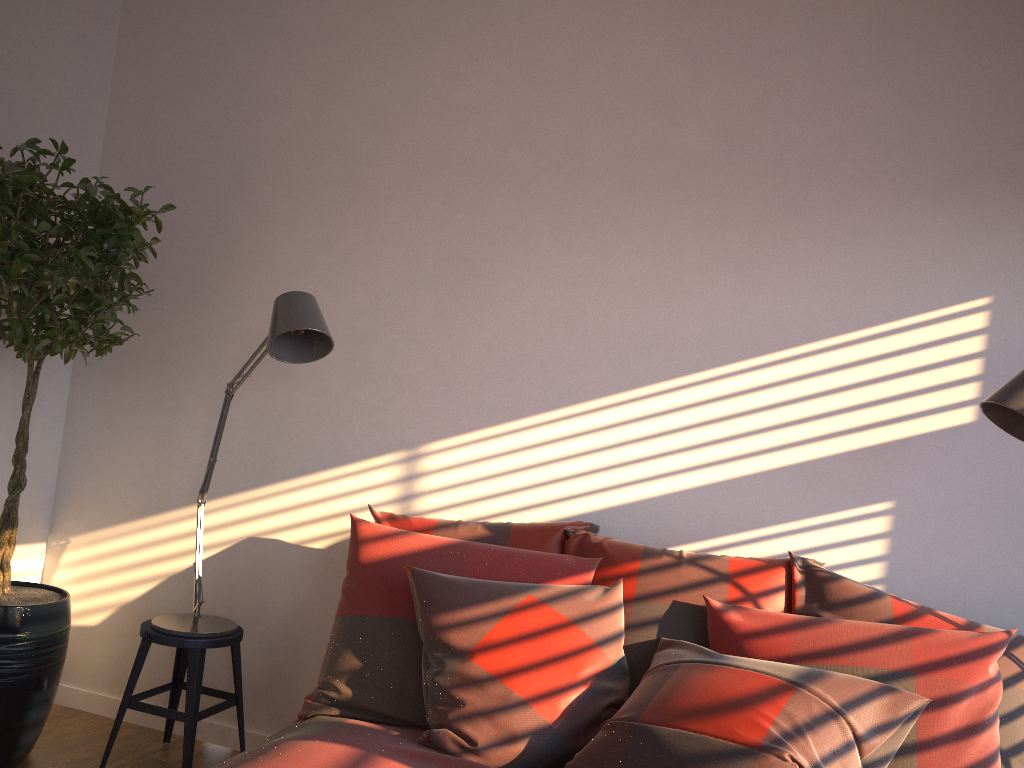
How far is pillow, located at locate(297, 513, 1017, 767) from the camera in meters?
2.0

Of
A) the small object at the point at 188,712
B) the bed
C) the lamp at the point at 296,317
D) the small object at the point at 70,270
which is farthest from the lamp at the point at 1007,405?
the small object at the point at 70,270

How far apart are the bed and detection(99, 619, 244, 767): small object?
0.70m

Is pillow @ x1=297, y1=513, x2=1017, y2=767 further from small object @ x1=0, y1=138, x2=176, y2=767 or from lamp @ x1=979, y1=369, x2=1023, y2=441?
small object @ x1=0, y1=138, x2=176, y2=767

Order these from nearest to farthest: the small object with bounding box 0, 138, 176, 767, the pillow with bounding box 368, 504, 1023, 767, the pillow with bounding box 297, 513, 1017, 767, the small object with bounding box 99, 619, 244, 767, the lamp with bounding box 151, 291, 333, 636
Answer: the pillow with bounding box 368, 504, 1023, 767
the pillow with bounding box 297, 513, 1017, 767
the lamp with bounding box 151, 291, 333, 636
the small object with bounding box 0, 138, 176, 767
the small object with bounding box 99, 619, 244, 767

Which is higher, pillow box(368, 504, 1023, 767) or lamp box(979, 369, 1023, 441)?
lamp box(979, 369, 1023, 441)

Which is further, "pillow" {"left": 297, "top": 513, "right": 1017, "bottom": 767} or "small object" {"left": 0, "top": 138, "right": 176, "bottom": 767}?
"small object" {"left": 0, "top": 138, "right": 176, "bottom": 767}

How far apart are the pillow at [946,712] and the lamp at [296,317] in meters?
0.5 m

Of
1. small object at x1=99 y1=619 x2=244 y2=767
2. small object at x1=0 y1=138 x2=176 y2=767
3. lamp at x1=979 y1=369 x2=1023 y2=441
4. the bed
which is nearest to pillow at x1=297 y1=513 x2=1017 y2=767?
the bed

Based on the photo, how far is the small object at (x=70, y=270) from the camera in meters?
2.6
